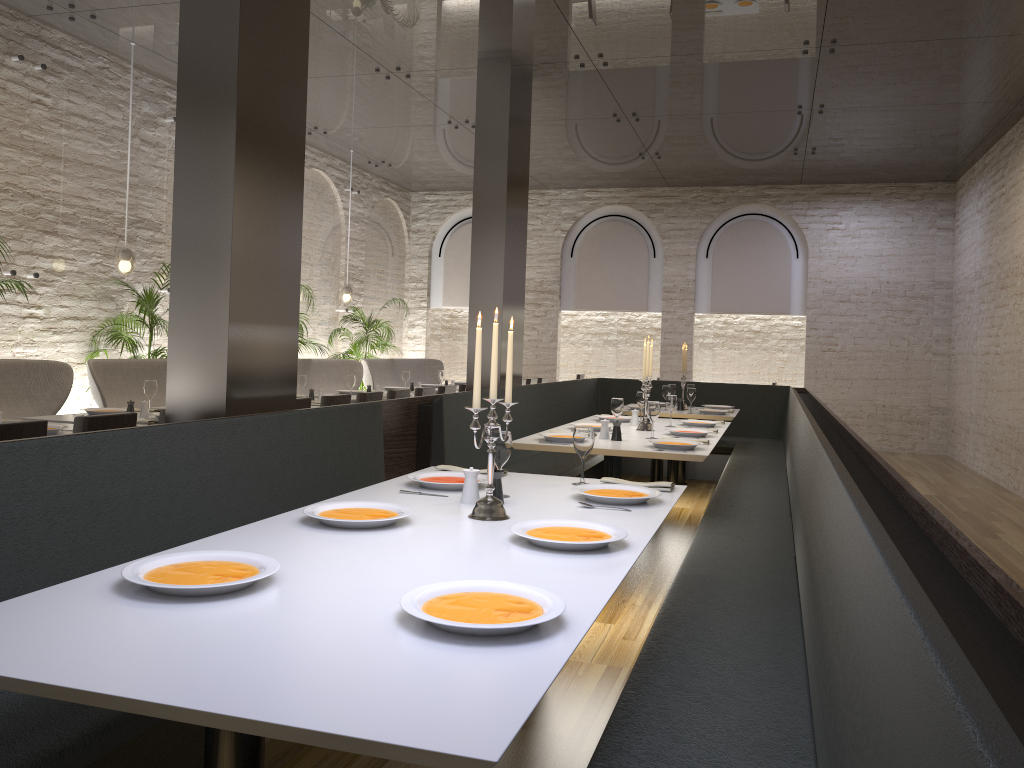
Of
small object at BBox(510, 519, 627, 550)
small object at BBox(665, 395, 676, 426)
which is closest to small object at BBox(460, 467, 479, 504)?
small object at BBox(510, 519, 627, 550)

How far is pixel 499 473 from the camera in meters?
3.0

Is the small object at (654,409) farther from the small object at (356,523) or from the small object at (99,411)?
the small object at (99,411)

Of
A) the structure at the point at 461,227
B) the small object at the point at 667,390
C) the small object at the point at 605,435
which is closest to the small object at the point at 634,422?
the small object at the point at 605,435

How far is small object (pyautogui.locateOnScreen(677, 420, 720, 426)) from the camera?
6.45m

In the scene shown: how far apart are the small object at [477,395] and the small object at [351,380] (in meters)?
5.45

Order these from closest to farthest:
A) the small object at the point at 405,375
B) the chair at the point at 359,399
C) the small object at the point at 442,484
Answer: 1. the small object at the point at 442,484
2. the chair at the point at 359,399
3. the small object at the point at 405,375

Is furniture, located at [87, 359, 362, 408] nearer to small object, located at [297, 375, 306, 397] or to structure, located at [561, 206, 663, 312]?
small object, located at [297, 375, 306, 397]

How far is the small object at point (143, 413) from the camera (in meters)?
5.72

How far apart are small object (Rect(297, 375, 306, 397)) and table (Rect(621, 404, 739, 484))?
3.21m
